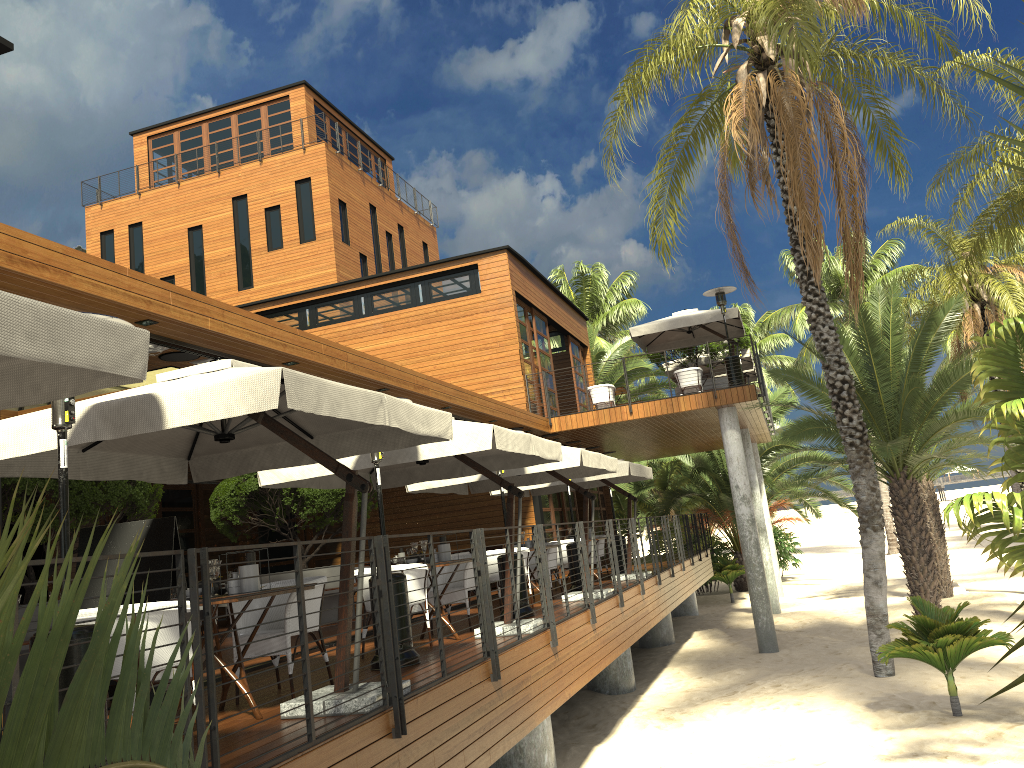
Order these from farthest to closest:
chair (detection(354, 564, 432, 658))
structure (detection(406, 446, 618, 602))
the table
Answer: structure (detection(406, 446, 618, 602)), chair (detection(354, 564, 432, 658)), the table

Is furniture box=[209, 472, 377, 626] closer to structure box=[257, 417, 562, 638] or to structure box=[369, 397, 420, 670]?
structure box=[257, 417, 562, 638]

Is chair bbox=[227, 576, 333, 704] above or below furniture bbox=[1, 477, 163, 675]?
below

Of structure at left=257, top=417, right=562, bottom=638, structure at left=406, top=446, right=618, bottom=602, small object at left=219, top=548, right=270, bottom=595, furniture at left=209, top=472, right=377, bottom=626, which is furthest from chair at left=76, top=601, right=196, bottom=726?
furniture at left=209, top=472, right=377, bottom=626

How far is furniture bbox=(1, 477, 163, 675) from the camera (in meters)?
8.39

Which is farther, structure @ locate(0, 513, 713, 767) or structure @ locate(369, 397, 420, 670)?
structure @ locate(369, 397, 420, 670)

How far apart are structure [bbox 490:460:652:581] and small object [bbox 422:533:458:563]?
5.7m

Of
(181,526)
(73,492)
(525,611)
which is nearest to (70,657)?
(73,492)

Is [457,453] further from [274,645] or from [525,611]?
[525,611]

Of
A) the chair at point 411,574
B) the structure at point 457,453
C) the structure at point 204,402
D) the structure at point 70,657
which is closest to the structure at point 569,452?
the structure at point 457,453
